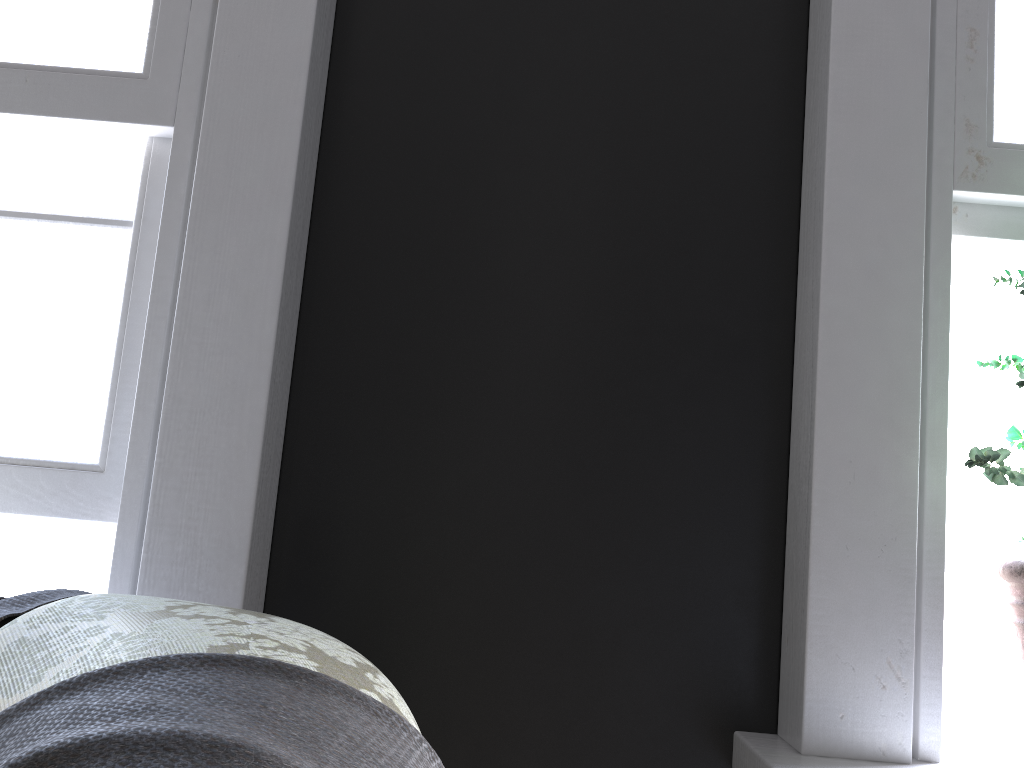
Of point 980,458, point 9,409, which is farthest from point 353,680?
point 9,409

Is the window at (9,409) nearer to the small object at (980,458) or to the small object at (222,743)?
the small object at (222,743)

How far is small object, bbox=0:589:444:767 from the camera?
0.5m

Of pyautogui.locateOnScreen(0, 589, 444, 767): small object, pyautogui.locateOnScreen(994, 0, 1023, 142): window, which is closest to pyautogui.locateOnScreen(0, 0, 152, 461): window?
pyautogui.locateOnScreen(0, 589, 444, 767): small object

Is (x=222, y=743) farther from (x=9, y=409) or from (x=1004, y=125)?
(x=1004, y=125)

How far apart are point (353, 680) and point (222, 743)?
0.2 meters

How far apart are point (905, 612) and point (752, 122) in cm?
95

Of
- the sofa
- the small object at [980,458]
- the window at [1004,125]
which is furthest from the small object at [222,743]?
the window at [1004,125]

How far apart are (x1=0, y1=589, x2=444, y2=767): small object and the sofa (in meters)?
0.01

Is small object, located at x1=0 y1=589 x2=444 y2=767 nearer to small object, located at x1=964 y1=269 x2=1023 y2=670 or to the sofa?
the sofa
